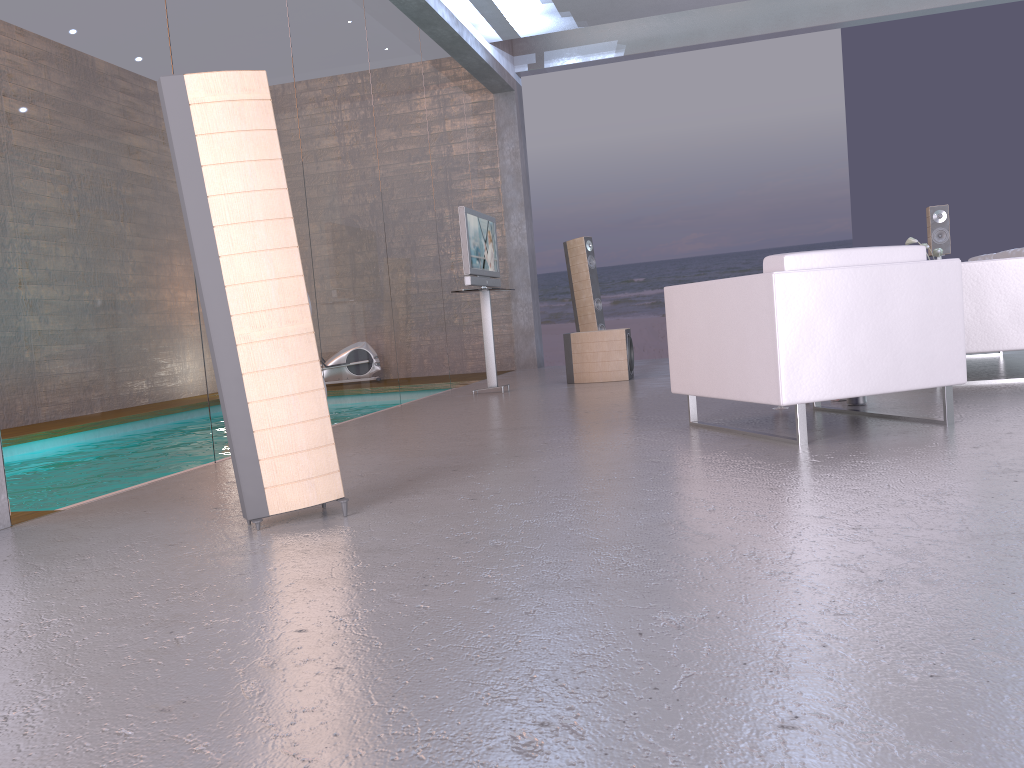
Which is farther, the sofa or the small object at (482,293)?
the small object at (482,293)

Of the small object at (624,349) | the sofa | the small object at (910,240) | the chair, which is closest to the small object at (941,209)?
the small object at (910,240)

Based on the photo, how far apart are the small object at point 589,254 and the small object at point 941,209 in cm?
335

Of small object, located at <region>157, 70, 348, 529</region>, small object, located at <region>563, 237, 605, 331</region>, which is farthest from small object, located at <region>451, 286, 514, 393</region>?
small object, located at <region>157, 70, 348, 529</region>

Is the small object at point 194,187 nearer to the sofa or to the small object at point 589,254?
the sofa

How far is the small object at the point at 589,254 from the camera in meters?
9.8

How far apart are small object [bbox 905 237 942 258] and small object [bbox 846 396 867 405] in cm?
359

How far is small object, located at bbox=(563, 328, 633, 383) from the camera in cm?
792

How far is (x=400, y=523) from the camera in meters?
2.8 m

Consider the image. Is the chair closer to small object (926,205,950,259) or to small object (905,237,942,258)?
small object (905,237,942,258)
